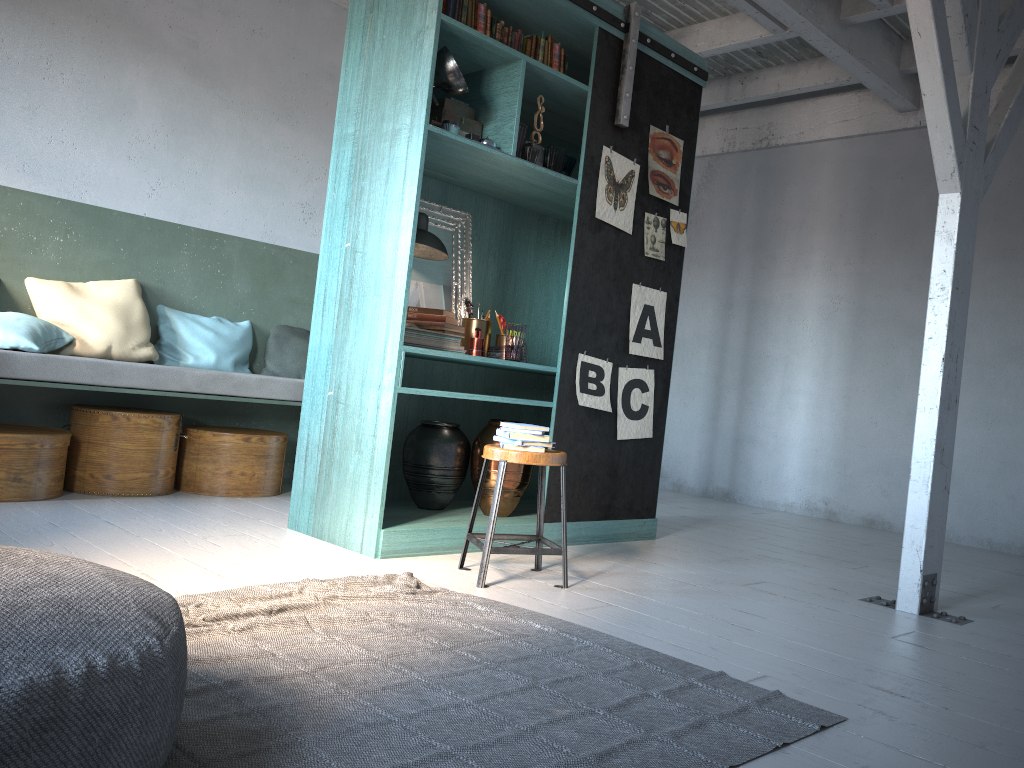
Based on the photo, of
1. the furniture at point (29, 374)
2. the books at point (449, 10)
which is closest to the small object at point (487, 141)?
the books at point (449, 10)

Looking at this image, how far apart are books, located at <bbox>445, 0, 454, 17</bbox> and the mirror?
1.2 meters

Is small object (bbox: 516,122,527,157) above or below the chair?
above

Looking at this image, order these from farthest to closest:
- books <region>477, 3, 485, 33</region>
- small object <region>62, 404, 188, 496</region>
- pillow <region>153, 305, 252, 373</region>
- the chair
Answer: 1. pillow <region>153, 305, 252, 373</region>
2. small object <region>62, 404, 188, 496</region>
3. books <region>477, 3, 485, 33</region>
4. the chair

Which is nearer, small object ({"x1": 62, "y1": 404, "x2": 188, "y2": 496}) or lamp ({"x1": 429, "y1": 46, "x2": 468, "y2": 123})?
lamp ({"x1": 429, "y1": 46, "x2": 468, "y2": 123})

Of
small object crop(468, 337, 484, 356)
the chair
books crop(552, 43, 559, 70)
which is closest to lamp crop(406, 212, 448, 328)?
small object crop(468, 337, 484, 356)

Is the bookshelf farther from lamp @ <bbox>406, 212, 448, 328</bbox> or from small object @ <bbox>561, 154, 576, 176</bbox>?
lamp @ <bbox>406, 212, 448, 328</bbox>

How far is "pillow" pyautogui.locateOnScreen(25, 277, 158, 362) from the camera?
5.93m

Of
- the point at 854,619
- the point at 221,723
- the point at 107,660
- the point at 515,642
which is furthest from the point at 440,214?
the point at 107,660

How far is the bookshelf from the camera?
4.70m
